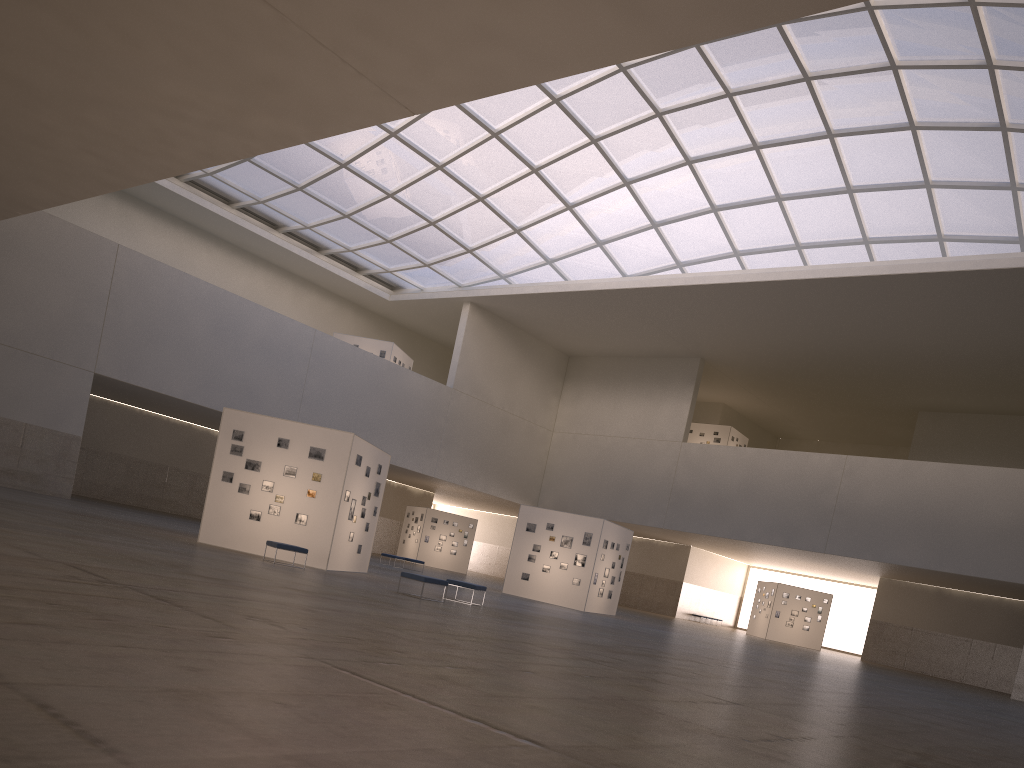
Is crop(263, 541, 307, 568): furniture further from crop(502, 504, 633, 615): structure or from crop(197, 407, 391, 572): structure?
crop(502, 504, 633, 615): structure

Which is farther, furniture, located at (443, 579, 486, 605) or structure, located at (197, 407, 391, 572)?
structure, located at (197, 407, 391, 572)

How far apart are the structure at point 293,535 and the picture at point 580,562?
12.15m

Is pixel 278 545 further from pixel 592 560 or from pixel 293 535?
pixel 592 560

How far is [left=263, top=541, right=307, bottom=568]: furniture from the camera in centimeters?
2563cm

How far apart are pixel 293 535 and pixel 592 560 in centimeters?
1719cm

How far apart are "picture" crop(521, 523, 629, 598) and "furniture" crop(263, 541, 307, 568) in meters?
18.3

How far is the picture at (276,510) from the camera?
28.5m

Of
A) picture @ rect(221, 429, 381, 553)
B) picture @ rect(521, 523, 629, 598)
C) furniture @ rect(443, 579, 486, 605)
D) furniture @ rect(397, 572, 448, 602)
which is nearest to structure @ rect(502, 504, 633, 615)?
picture @ rect(521, 523, 629, 598)

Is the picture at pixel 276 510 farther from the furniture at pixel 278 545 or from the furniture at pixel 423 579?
the furniture at pixel 423 579
